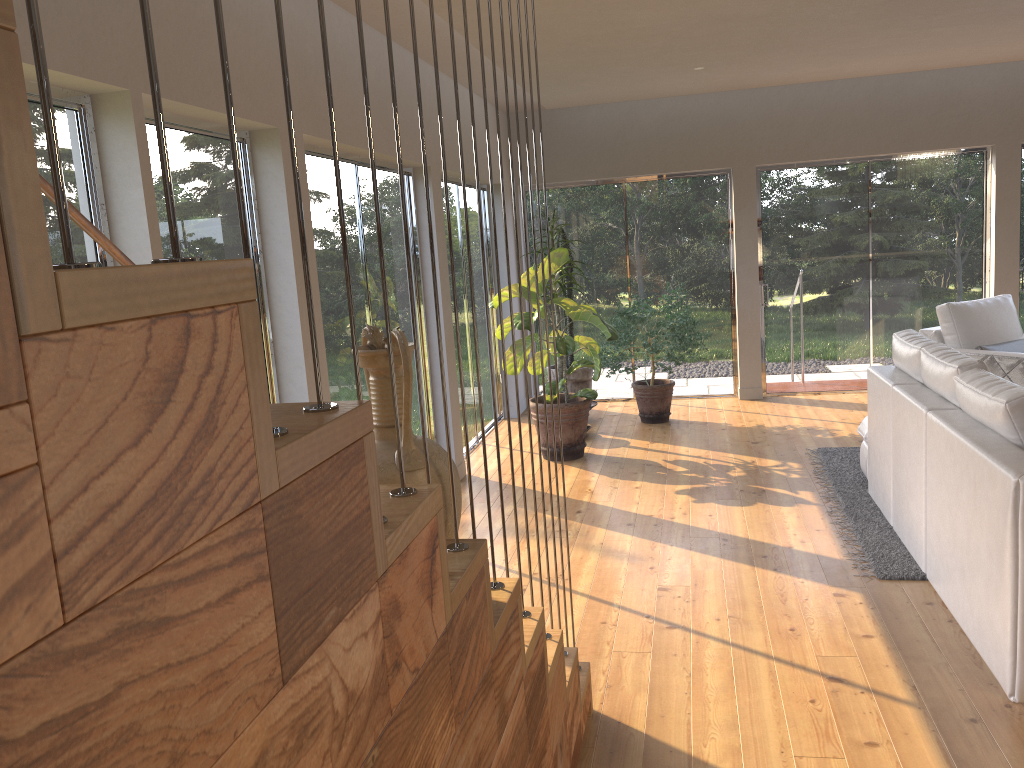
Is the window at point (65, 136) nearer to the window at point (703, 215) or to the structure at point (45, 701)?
the structure at point (45, 701)

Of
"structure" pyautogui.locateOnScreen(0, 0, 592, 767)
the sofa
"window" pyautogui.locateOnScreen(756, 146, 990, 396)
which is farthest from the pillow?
"structure" pyautogui.locateOnScreen(0, 0, 592, 767)

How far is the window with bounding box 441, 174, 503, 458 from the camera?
6.93m

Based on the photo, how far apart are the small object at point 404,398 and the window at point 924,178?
6.9m

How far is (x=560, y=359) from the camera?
7.17m

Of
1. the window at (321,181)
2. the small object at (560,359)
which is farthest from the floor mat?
the window at (321,181)

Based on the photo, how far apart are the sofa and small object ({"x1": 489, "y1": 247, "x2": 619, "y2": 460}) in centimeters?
179cm

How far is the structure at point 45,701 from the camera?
0.53m

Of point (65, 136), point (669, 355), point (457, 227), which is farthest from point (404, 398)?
point (669, 355)

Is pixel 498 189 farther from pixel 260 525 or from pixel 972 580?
pixel 260 525
